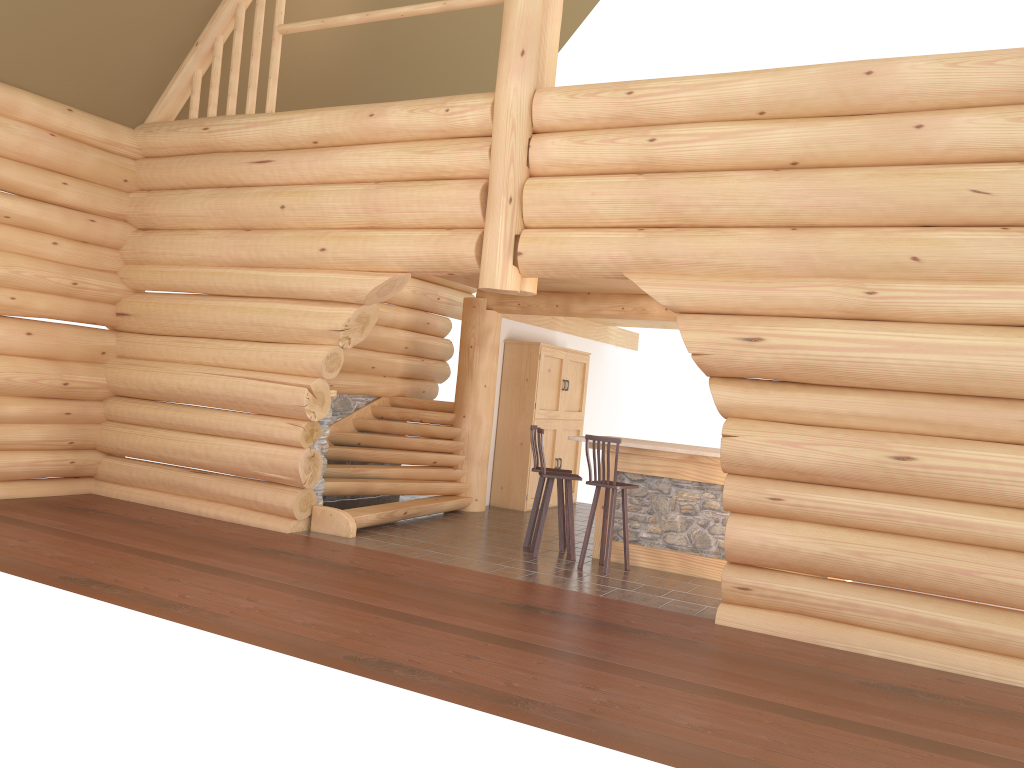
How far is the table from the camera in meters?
8.9

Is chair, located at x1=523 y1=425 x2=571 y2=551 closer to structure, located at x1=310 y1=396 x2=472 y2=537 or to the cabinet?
structure, located at x1=310 y1=396 x2=472 y2=537

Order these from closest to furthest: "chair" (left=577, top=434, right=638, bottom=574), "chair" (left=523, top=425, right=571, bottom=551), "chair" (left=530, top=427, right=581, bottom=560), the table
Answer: "chair" (left=577, top=434, right=638, bottom=574), the table, "chair" (left=530, top=427, right=581, bottom=560), "chair" (left=523, top=425, right=571, bottom=551)

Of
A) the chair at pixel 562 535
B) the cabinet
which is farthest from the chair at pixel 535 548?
the cabinet

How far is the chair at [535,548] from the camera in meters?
9.1

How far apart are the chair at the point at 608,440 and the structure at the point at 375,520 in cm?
253

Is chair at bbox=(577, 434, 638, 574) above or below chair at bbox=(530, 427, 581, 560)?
above

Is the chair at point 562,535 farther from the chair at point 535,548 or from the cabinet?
the cabinet

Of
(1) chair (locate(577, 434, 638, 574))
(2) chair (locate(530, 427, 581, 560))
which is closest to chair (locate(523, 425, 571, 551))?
(2) chair (locate(530, 427, 581, 560))

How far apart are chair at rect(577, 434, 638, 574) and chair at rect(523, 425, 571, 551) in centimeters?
67cm
